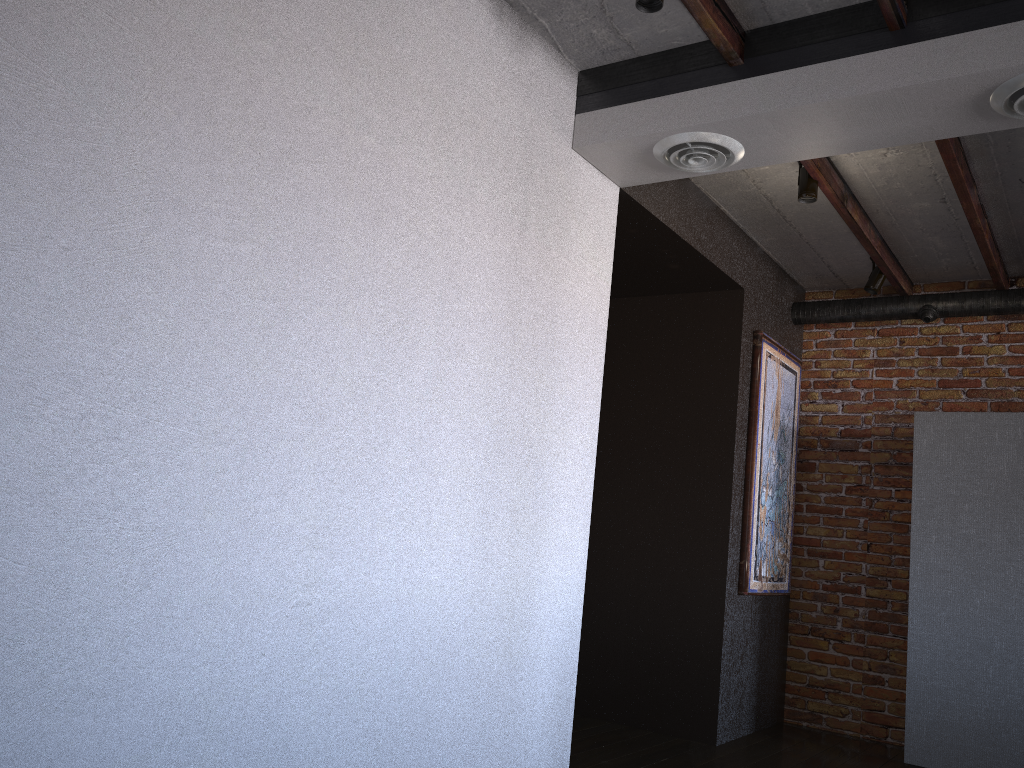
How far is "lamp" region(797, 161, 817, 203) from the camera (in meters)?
3.86

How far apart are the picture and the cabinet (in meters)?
0.77

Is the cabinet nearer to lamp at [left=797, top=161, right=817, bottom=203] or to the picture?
the picture

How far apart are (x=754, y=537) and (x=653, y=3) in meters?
3.1

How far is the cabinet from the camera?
4.2m

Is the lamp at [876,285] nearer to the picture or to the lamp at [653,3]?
the picture

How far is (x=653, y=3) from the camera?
2.64m

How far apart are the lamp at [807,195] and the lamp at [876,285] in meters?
1.3 m

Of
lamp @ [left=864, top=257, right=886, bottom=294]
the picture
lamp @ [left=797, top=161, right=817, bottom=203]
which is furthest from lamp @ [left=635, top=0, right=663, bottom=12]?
lamp @ [left=864, top=257, right=886, bottom=294]

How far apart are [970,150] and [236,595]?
3.39m
